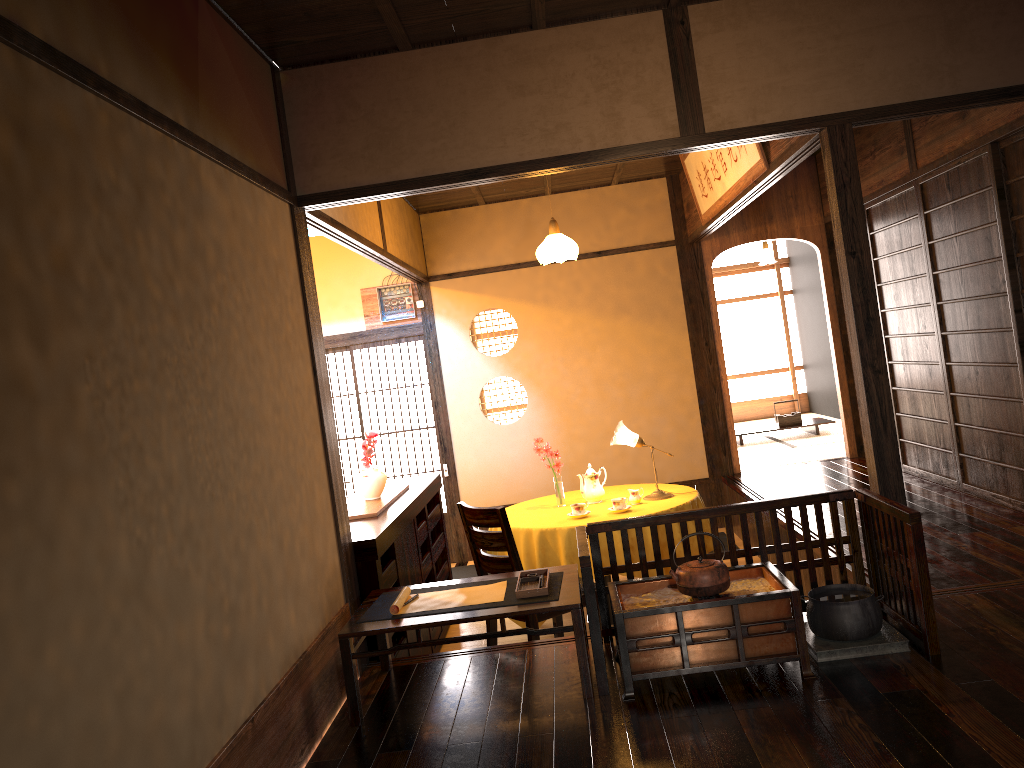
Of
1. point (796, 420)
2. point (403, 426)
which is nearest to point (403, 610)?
point (403, 426)

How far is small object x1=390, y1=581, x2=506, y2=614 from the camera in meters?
3.4 m

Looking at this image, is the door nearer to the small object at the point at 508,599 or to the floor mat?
the floor mat

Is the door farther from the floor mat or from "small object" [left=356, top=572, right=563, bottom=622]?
"small object" [left=356, top=572, right=563, bottom=622]

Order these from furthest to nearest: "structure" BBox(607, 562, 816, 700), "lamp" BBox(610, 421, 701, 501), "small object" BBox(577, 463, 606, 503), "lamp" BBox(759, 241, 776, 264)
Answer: → "lamp" BBox(759, 241, 776, 264), "small object" BBox(577, 463, 606, 503), "lamp" BBox(610, 421, 701, 501), "structure" BBox(607, 562, 816, 700)

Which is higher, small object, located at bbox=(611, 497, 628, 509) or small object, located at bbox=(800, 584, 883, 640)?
small object, located at bbox=(611, 497, 628, 509)

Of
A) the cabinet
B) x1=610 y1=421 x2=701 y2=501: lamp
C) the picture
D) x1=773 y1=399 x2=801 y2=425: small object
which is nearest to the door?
x1=610 y1=421 x2=701 y2=501: lamp

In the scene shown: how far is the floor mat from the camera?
7.22m

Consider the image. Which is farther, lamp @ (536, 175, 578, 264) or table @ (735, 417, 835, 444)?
table @ (735, 417, 835, 444)

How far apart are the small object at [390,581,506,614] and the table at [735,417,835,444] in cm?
633
